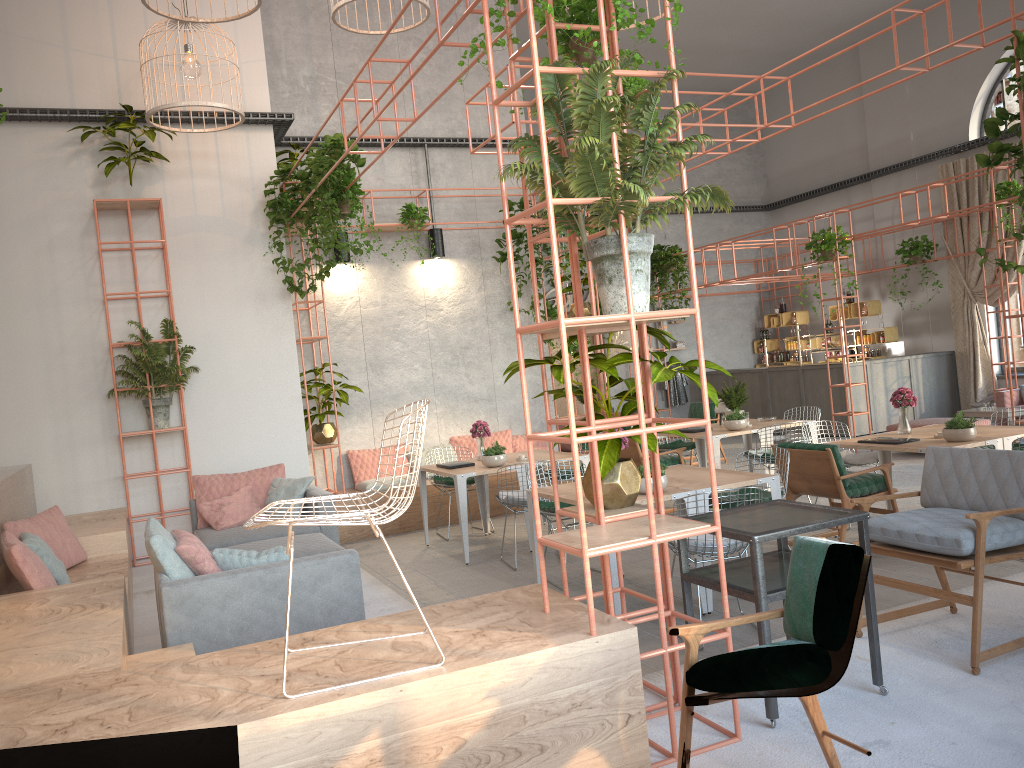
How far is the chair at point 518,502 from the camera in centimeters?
775cm

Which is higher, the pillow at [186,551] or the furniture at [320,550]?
the pillow at [186,551]

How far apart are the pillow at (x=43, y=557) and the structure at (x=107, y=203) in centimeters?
251cm

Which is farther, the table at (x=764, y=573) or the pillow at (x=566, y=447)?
the pillow at (x=566, y=447)

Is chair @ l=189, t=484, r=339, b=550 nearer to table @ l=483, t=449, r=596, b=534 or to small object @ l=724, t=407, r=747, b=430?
table @ l=483, t=449, r=596, b=534

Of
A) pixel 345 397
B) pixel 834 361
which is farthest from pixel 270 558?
pixel 834 361

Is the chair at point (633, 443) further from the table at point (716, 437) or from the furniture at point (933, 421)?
the furniture at point (933, 421)

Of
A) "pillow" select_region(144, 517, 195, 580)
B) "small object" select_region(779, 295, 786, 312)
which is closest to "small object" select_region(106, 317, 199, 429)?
"pillow" select_region(144, 517, 195, 580)

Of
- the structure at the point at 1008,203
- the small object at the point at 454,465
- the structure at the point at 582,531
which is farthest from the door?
the structure at the point at 582,531

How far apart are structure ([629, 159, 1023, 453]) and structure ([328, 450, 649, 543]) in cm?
592
